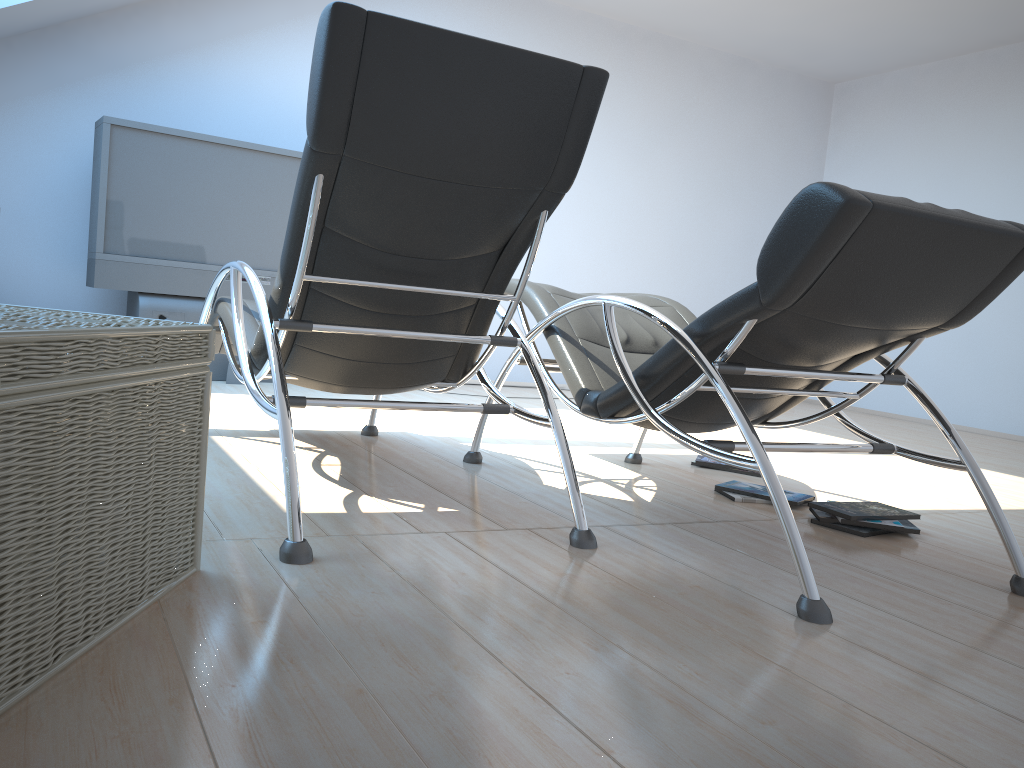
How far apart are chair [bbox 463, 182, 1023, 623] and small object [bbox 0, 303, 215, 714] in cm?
118

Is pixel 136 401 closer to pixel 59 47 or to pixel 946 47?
pixel 59 47

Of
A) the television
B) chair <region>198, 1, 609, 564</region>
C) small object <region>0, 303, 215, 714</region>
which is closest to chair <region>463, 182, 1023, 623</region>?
chair <region>198, 1, 609, 564</region>

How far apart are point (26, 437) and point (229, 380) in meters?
4.2

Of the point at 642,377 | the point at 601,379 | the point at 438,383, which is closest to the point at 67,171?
the point at 438,383

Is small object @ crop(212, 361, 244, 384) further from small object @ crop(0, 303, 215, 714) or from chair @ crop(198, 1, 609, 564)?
small object @ crop(0, 303, 215, 714)

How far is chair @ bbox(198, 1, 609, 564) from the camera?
2.1 meters

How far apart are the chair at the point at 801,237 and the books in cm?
26

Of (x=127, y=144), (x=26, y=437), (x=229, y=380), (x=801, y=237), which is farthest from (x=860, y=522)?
(x=127, y=144)

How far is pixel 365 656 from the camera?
1.5m
